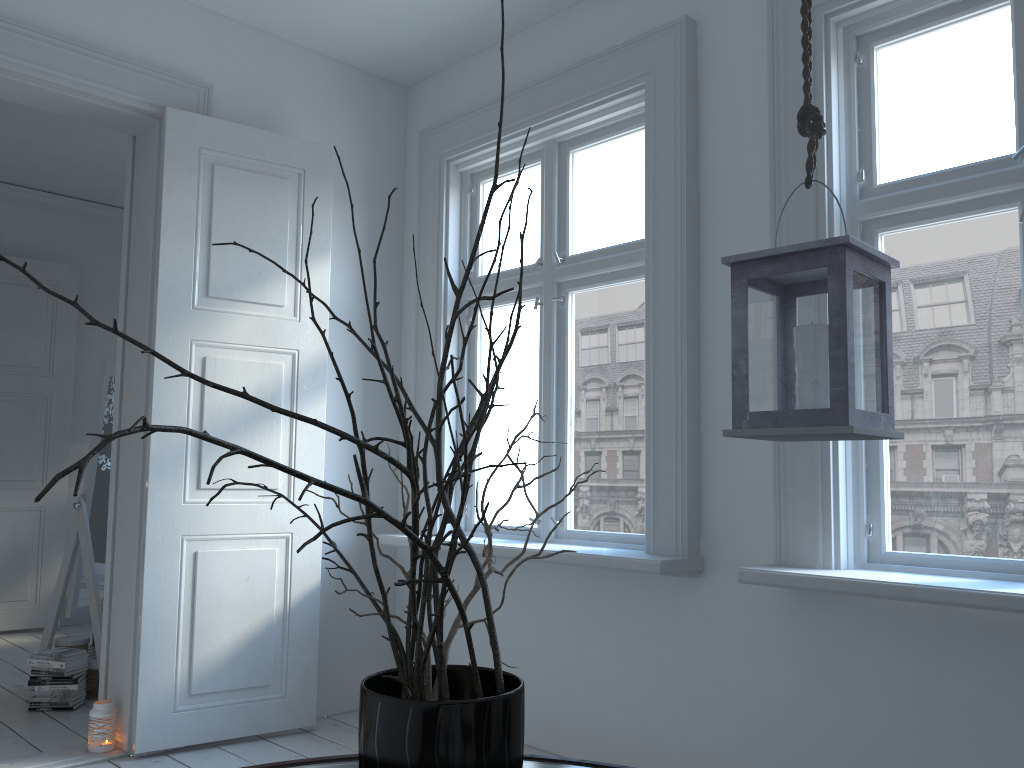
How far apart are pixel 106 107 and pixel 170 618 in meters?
1.9

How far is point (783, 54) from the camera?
2.7m

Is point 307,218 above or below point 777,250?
above

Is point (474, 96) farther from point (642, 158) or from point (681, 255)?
point (681, 255)

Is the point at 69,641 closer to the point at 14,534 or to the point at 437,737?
the point at 14,534

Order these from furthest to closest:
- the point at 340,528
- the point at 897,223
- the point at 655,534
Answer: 1. the point at 340,528
2. the point at 655,534
3. the point at 897,223

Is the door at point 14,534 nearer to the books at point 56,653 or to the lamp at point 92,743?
the books at point 56,653

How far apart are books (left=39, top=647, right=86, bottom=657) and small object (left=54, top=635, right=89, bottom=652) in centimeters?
13cm

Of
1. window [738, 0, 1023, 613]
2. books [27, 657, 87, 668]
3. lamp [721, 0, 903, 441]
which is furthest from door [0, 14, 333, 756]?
lamp [721, 0, 903, 441]

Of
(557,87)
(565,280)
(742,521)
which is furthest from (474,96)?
(742,521)
